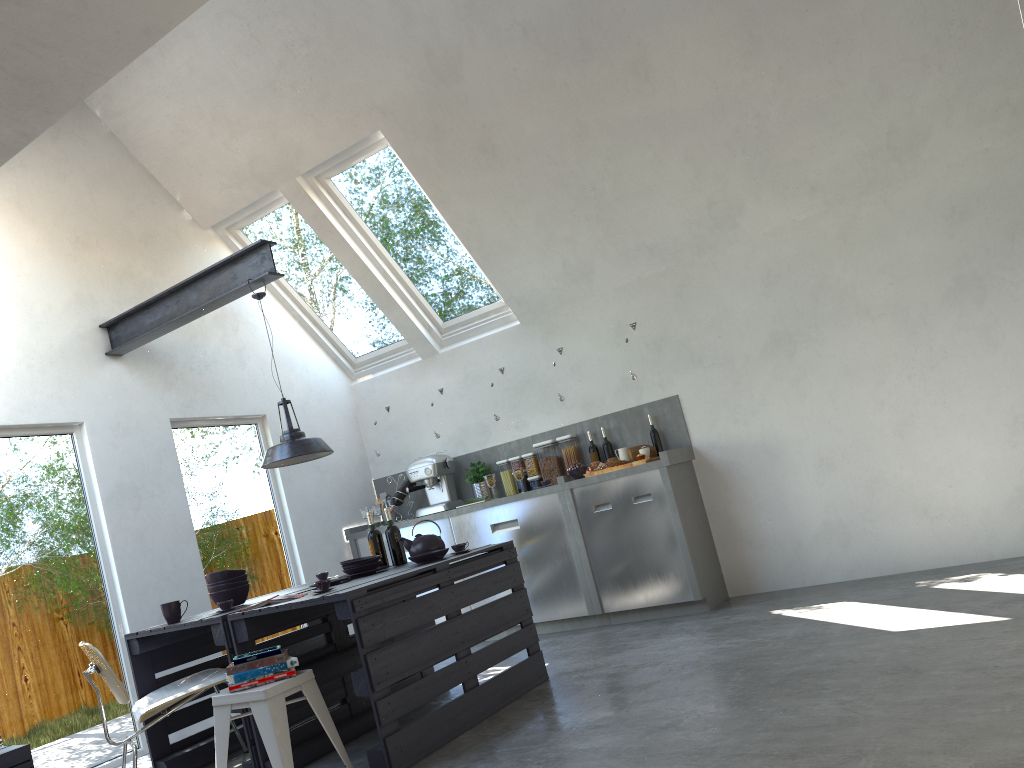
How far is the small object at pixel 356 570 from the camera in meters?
4.7

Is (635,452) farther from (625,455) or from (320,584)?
(320,584)

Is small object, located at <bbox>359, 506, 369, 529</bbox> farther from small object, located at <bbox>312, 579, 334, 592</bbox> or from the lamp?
small object, located at <bbox>312, 579, 334, 592</bbox>

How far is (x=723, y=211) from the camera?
6.1 meters

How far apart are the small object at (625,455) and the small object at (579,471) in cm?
31

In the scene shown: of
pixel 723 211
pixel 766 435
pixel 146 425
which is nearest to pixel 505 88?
pixel 723 211

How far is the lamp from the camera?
4.7m

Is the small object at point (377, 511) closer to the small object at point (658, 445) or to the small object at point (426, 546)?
the small object at point (658, 445)

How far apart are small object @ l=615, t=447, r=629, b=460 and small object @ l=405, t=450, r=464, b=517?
1.5m

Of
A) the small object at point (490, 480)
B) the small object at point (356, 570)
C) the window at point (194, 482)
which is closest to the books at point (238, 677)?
the small object at point (356, 570)
